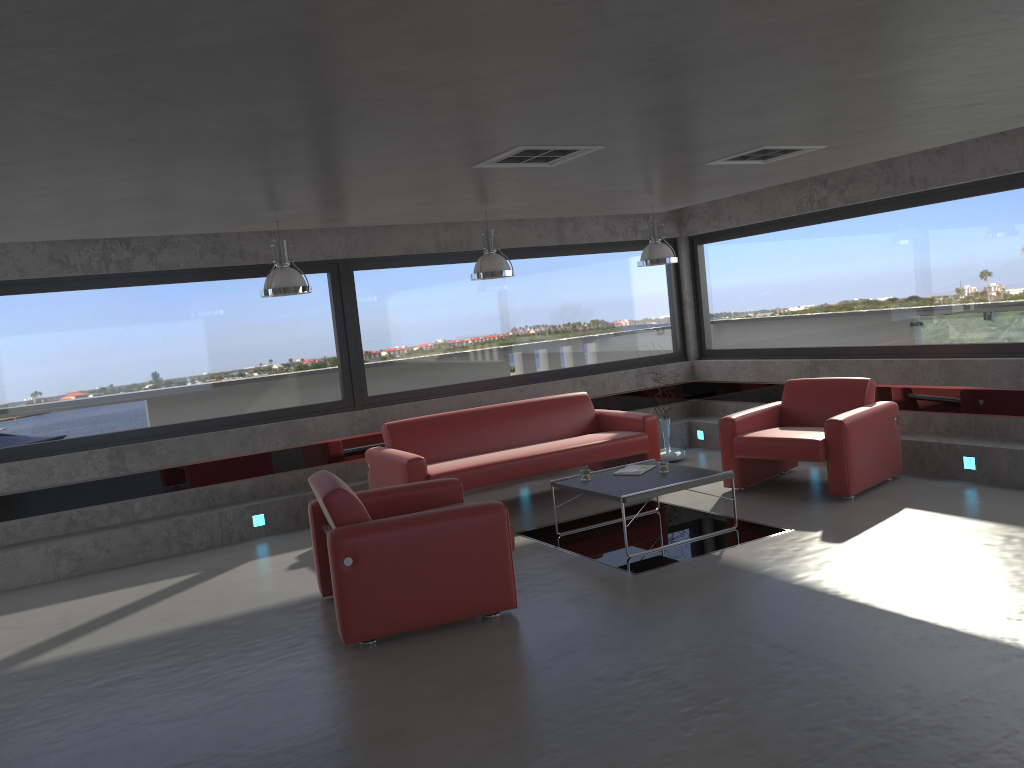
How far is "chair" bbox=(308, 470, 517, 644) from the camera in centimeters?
488cm

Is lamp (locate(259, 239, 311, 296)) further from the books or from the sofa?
the books

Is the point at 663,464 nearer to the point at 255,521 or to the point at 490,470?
the point at 490,470

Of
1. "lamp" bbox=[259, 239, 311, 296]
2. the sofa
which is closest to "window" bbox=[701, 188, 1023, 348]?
the sofa

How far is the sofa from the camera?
7.5 meters

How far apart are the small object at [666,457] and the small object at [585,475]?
2.8 meters

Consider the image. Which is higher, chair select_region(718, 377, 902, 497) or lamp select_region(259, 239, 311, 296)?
lamp select_region(259, 239, 311, 296)

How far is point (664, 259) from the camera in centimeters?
833cm

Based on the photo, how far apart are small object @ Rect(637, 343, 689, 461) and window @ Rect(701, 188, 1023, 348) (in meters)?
1.48

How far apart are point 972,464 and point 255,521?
6.14m
